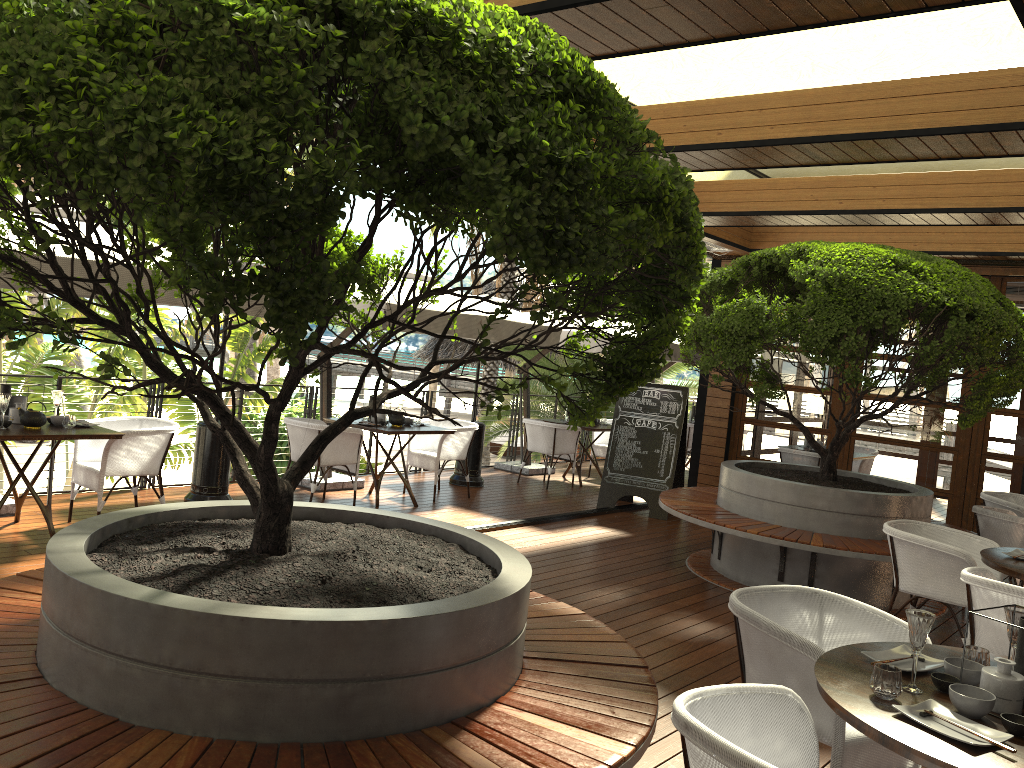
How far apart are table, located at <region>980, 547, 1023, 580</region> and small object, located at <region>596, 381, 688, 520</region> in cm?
431

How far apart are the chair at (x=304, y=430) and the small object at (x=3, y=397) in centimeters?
247cm

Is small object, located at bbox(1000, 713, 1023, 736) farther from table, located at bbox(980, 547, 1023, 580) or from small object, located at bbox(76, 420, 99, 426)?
small object, located at bbox(76, 420, 99, 426)

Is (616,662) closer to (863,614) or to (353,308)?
(863,614)

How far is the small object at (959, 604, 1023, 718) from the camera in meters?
2.5

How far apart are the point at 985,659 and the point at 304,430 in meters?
6.0 m

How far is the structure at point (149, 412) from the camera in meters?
8.0 m

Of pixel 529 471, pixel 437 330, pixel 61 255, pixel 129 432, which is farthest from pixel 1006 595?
pixel 529 471

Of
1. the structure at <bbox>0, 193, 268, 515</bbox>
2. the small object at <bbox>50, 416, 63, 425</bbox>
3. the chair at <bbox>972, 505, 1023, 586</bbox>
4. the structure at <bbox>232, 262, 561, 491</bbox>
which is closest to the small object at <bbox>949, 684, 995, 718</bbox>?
the chair at <bbox>972, 505, 1023, 586</bbox>

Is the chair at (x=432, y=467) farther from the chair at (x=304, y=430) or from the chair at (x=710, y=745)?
the chair at (x=710, y=745)
